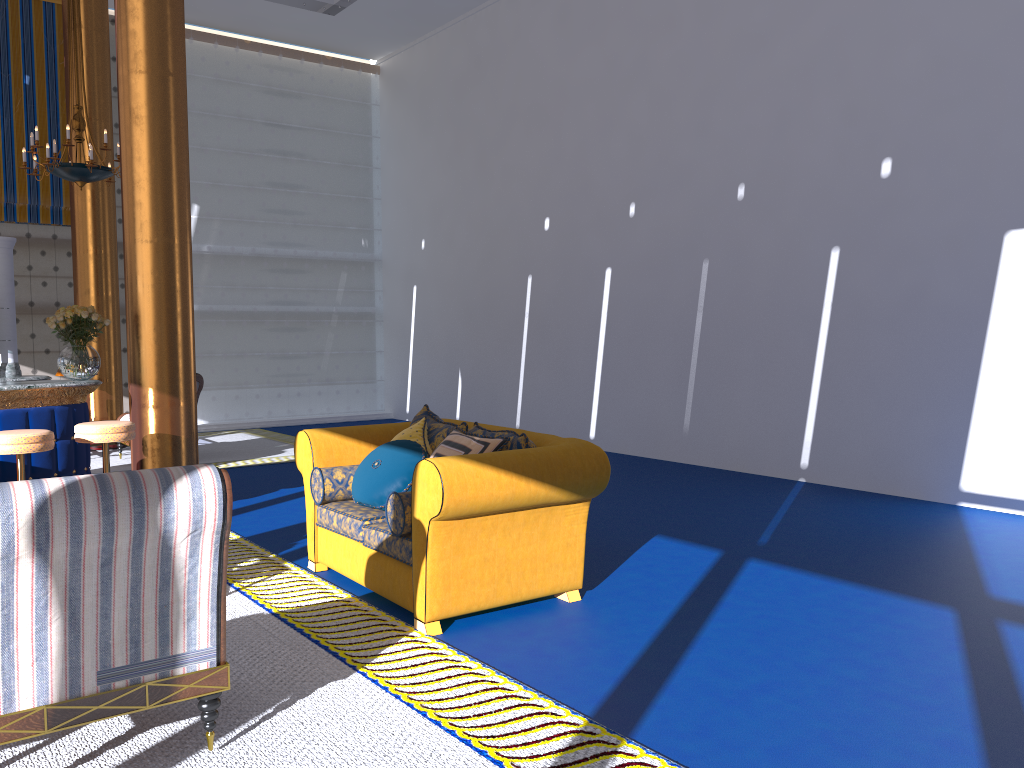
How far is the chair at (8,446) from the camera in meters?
5.5 m

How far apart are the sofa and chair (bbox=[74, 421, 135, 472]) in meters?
1.7

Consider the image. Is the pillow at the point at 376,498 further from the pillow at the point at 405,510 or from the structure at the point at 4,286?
the structure at the point at 4,286

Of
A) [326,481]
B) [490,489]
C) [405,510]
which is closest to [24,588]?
[405,510]

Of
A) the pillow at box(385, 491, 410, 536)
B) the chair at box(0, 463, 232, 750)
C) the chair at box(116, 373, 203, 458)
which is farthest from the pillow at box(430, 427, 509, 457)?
the chair at box(116, 373, 203, 458)

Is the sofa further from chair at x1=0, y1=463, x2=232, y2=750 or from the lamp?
the lamp

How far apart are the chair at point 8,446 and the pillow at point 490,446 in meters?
2.8

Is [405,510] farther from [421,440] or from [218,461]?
[218,461]

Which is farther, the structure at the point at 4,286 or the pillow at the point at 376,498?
the structure at the point at 4,286

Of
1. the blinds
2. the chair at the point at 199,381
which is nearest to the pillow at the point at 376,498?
the chair at the point at 199,381
